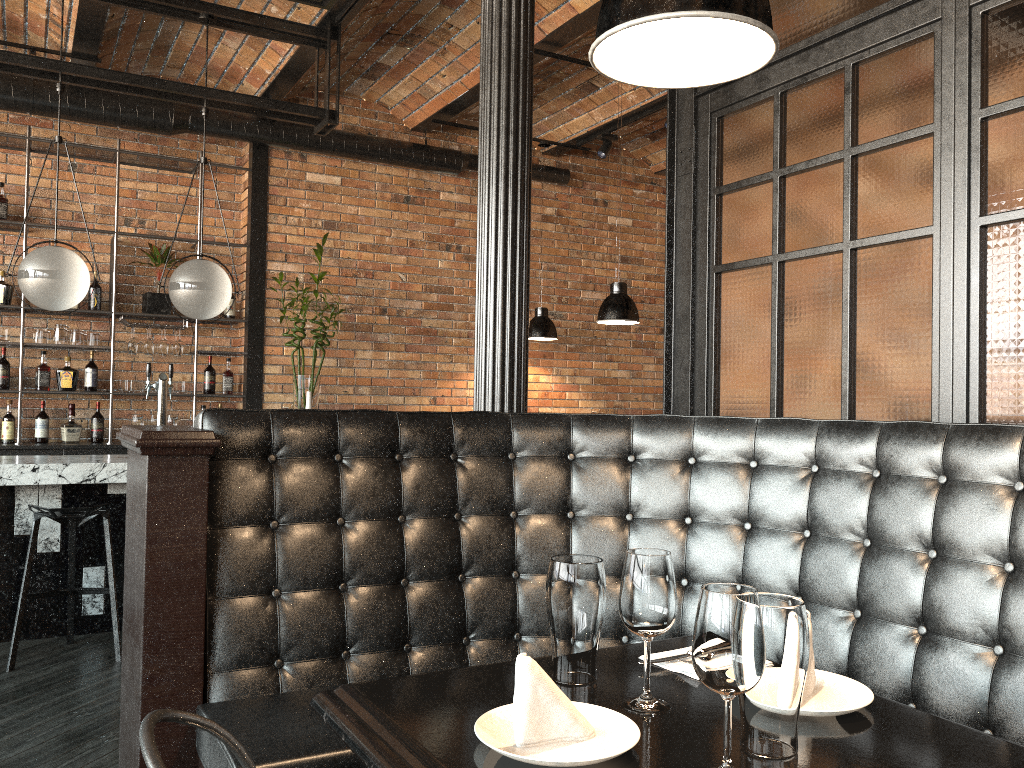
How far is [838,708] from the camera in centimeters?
140cm

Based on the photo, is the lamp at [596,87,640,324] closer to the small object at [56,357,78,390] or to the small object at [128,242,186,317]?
the small object at [128,242,186,317]

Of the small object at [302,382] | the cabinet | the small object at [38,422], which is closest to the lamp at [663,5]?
the small object at [302,382]

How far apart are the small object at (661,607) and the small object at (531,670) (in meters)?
0.07

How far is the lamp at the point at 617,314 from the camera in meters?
5.7 m

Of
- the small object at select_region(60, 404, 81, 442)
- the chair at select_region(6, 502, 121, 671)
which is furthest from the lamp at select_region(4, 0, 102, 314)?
the small object at select_region(60, 404, 81, 442)

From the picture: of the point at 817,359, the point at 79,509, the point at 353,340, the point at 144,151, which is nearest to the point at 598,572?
the point at 817,359

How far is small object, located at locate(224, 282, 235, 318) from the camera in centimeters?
681cm

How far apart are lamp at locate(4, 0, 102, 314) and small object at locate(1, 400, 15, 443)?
1.9 meters

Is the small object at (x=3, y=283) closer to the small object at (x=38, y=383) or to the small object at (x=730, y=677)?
the small object at (x=38, y=383)
